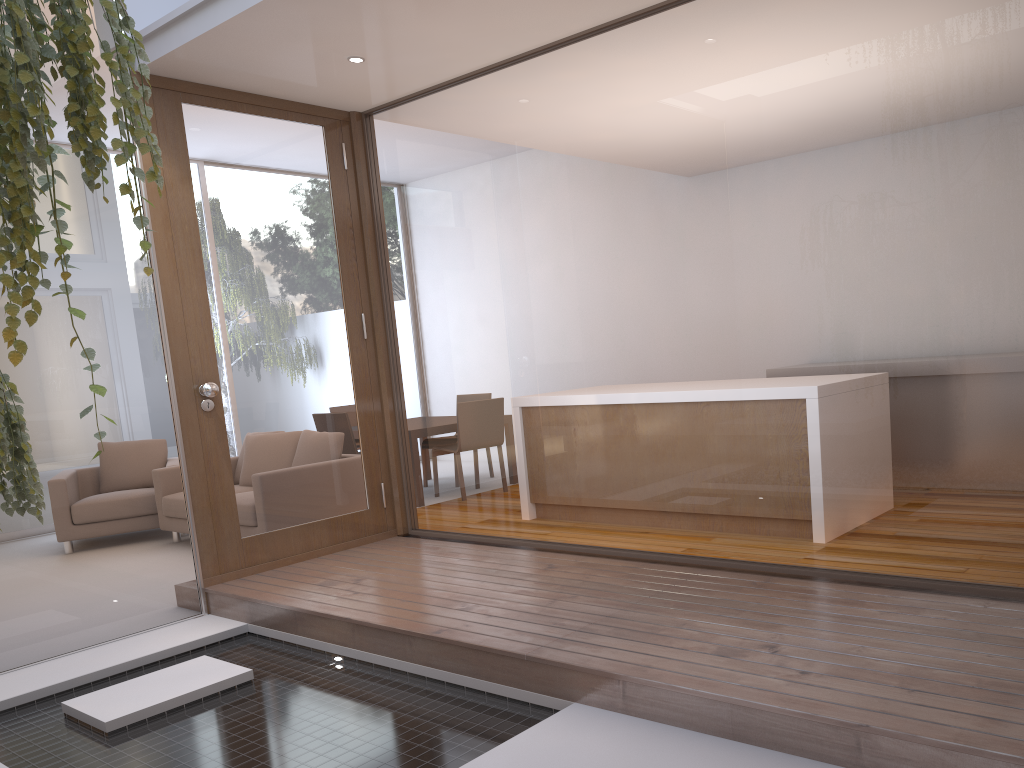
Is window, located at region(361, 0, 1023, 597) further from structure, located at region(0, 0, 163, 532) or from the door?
structure, located at region(0, 0, 163, 532)

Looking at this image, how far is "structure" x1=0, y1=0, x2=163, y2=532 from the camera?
1.5 meters

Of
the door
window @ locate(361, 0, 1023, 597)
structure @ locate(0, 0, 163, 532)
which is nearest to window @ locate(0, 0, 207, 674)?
the door

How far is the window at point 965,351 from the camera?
2.8m

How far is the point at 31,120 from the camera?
1.48m

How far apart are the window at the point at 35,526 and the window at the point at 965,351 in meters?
1.3

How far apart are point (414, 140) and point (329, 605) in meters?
2.7 m

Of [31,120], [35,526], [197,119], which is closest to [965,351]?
[31,120]

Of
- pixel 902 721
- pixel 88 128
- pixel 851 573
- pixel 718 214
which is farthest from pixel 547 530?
pixel 88 128

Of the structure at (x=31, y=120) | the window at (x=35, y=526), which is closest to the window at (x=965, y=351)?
the window at (x=35, y=526)
